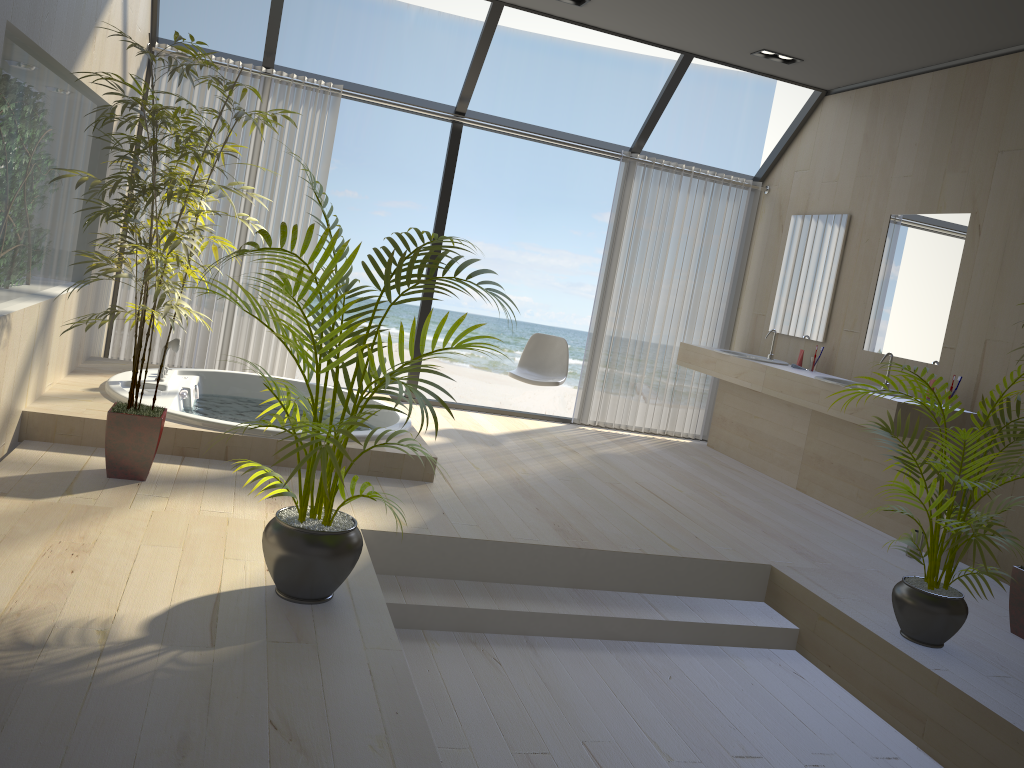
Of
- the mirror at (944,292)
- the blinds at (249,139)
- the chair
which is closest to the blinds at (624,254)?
the chair

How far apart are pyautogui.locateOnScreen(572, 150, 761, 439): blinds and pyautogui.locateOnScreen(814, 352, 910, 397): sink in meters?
1.7

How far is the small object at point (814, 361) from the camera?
5.87m

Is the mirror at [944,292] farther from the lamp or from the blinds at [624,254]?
the blinds at [624,254]

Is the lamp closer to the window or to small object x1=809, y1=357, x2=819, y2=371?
the window

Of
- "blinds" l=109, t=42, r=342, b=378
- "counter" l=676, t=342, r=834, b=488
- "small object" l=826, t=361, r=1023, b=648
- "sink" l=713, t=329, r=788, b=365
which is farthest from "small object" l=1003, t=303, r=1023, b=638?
"blinds" l=109, t=42, r=342, b=378

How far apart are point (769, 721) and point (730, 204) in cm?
460

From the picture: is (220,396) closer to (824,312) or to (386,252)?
(386,252)

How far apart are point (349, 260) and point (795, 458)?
4.2 meters

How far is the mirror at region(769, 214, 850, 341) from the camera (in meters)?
5.95
